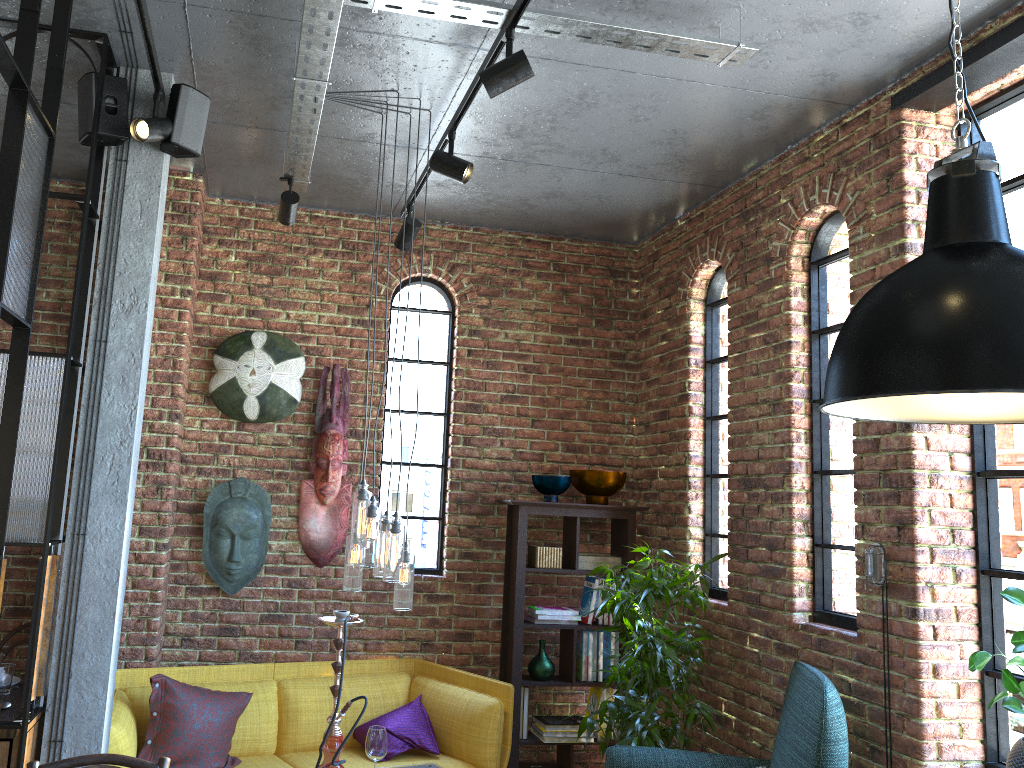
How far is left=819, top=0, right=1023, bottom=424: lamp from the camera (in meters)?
1.51

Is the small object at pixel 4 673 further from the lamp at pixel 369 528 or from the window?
the window

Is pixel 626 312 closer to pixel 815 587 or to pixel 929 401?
pixel 815 587

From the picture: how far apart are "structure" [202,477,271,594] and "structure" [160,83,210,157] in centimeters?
190cm

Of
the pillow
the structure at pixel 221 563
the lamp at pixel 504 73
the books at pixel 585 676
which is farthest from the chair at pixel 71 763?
the books at pixel 585 676

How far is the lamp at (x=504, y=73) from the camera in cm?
275

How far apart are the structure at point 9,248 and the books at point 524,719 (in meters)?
2.46

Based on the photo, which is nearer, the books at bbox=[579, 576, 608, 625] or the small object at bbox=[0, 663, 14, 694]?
the small object at bbox=[0, 663, 14, 694]

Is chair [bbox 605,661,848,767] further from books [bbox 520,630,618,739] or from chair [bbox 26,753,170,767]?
chair [bbox 26,753,170,767]

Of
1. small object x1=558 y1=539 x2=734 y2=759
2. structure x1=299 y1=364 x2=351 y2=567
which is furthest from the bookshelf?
structure x1=299 y1=364 x2=351 y2=567
